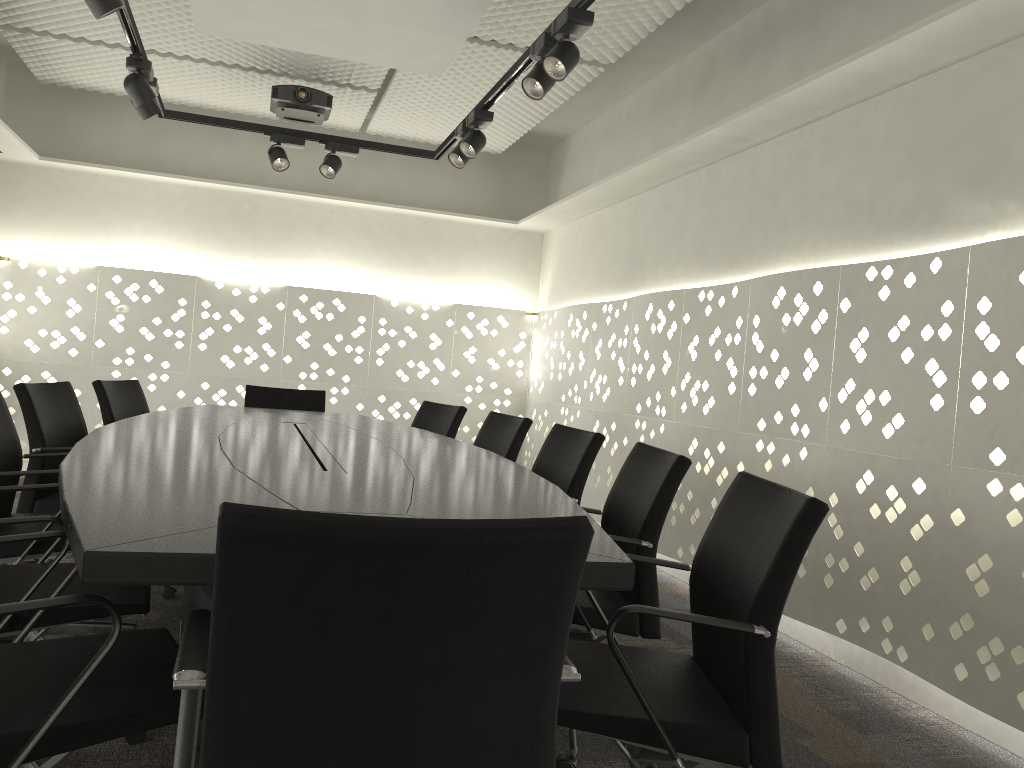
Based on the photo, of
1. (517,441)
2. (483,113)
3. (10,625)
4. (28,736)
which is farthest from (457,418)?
(28,736)

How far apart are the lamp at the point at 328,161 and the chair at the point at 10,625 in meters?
2.9 m

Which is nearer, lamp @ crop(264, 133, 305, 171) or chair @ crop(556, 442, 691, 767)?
chair @ crop(556, 442, 691, 767)

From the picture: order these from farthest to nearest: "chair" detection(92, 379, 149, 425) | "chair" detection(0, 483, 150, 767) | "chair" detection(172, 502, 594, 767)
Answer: "chair" detection(92, 379, 149, 425) < "chair" detection(0, 483, 150, 767) < "chair" detection(172, 502, 594, 767)

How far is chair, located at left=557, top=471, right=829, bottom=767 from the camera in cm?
142

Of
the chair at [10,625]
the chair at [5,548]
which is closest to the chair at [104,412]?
the chair at [5,548]

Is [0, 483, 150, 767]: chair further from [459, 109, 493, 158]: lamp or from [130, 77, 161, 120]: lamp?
[459, 109, 493, 158]: lamp

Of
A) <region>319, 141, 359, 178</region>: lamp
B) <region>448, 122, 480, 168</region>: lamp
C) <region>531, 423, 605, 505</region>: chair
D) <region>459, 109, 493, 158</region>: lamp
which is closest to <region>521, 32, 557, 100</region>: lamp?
<region>459, 109, 493, 158</region>: lamp

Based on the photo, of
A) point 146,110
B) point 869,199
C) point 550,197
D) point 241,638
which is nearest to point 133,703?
Answer: point 241,638

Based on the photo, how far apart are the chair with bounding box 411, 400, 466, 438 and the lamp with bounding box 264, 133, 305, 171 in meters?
1.5
